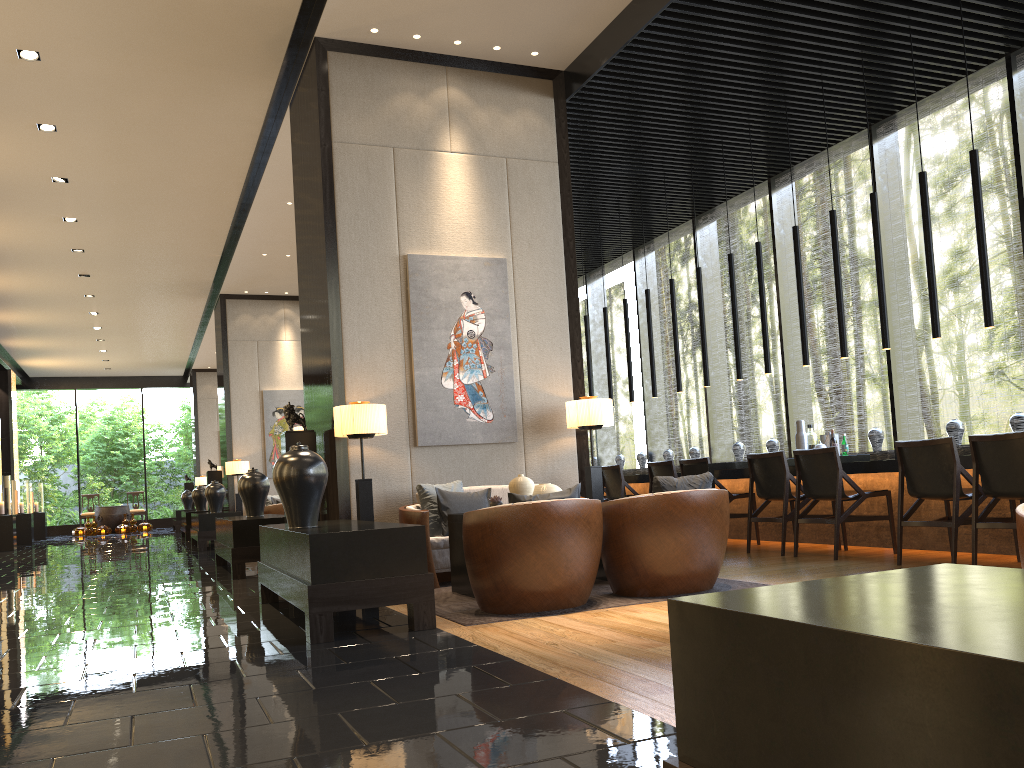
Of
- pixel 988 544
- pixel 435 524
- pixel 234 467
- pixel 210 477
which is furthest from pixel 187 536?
pixel 988 544

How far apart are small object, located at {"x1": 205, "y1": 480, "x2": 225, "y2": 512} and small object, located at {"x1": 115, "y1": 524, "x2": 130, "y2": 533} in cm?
1077

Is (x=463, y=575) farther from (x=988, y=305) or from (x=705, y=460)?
(x=988, y=305)

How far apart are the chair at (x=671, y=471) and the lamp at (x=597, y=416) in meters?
1.6 m

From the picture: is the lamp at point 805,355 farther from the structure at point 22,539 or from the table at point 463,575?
the structure at point 22,539

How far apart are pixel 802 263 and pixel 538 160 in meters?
22.9

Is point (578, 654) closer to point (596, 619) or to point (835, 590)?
point (596, 619)

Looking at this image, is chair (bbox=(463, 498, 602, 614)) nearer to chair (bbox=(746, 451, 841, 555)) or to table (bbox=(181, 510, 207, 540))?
chair (bbox=(746, 451, 841, 555))

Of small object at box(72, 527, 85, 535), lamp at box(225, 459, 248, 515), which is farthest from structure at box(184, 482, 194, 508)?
lamp at box(225, 459, 248, 515)

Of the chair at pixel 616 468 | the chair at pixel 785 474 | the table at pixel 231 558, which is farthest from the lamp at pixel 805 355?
the table at pixel 231 558
